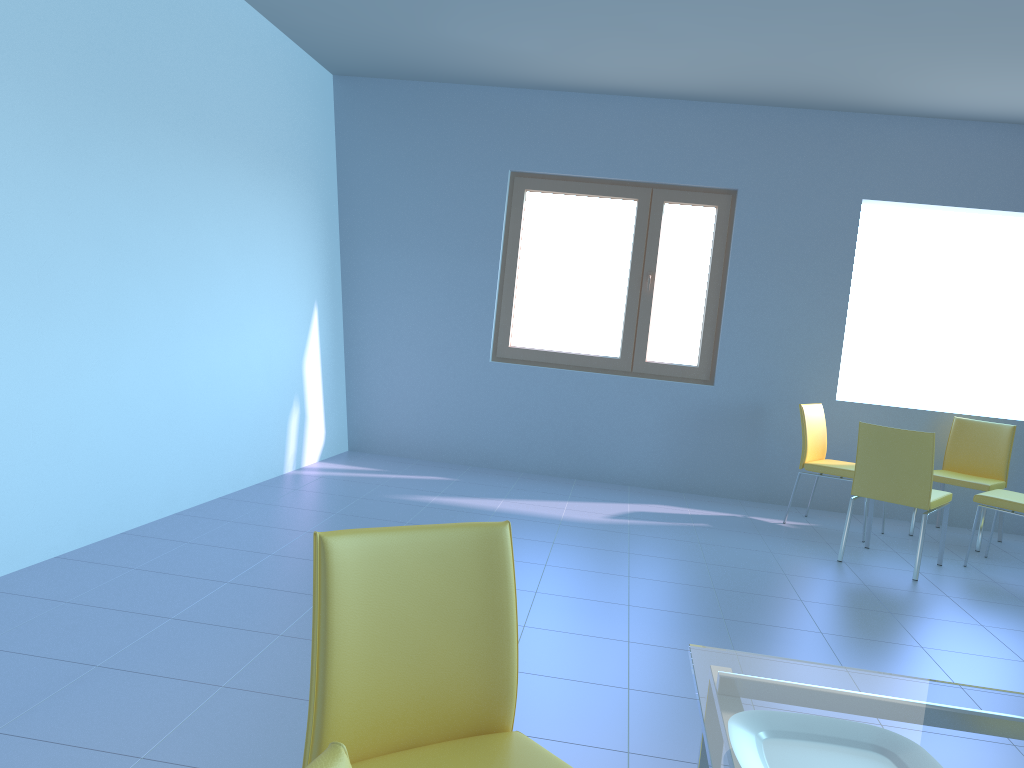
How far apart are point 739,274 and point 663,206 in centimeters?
66cm

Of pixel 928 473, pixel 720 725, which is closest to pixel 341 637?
pixel 720 725

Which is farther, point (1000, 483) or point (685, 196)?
point (685, 196)

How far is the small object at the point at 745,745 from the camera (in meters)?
0.96

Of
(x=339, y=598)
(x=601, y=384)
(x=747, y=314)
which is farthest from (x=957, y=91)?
(x=339, y=598)

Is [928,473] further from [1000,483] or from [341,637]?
[341,637]

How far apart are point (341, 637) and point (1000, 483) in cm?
486

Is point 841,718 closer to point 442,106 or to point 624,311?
point 624,311

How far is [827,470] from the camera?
5.0m

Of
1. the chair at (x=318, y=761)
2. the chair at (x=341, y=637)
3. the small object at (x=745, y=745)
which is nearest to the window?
the chair at (x=341, y=637)
